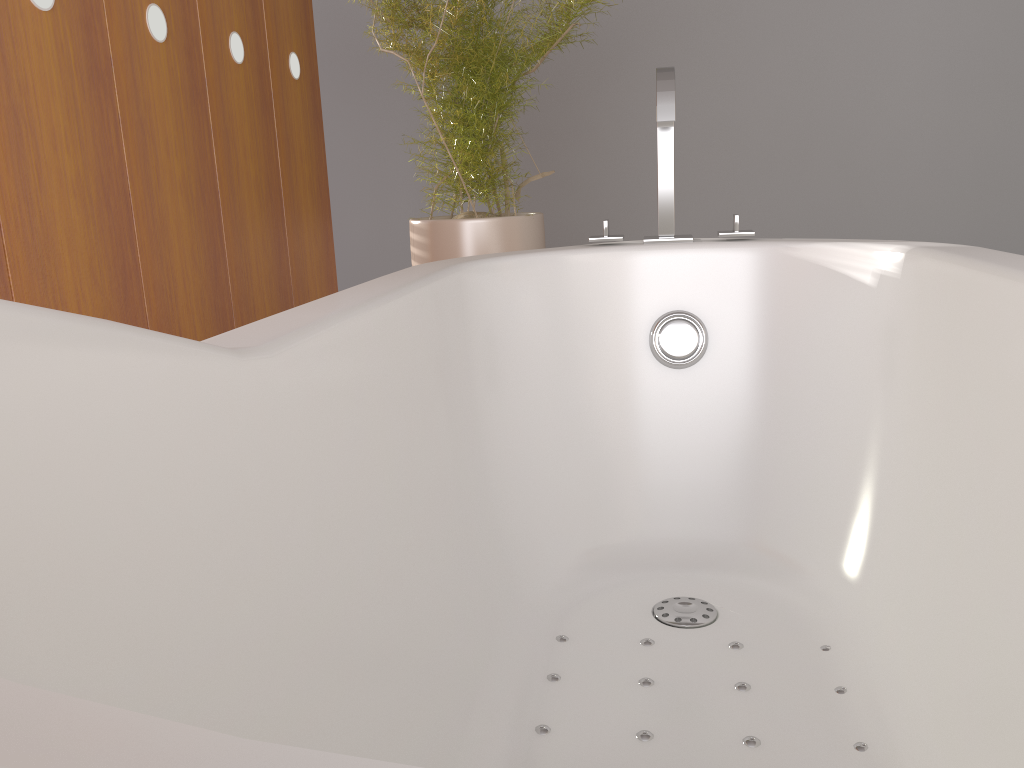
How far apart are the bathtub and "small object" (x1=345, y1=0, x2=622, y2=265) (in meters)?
0.50

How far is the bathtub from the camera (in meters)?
0.49

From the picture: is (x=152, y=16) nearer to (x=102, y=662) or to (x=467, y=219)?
(x=467, y=219)

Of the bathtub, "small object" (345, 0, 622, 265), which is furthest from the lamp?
the bathtub

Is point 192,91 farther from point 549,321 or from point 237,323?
point 549,321

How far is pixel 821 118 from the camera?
3.4m

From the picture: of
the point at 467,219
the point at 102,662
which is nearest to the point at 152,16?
the point at 467,219

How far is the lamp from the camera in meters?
1.4

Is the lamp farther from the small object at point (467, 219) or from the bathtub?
the bathtub

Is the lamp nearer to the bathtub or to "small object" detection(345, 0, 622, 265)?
"small object" detection(345, 0, 622, 265)
